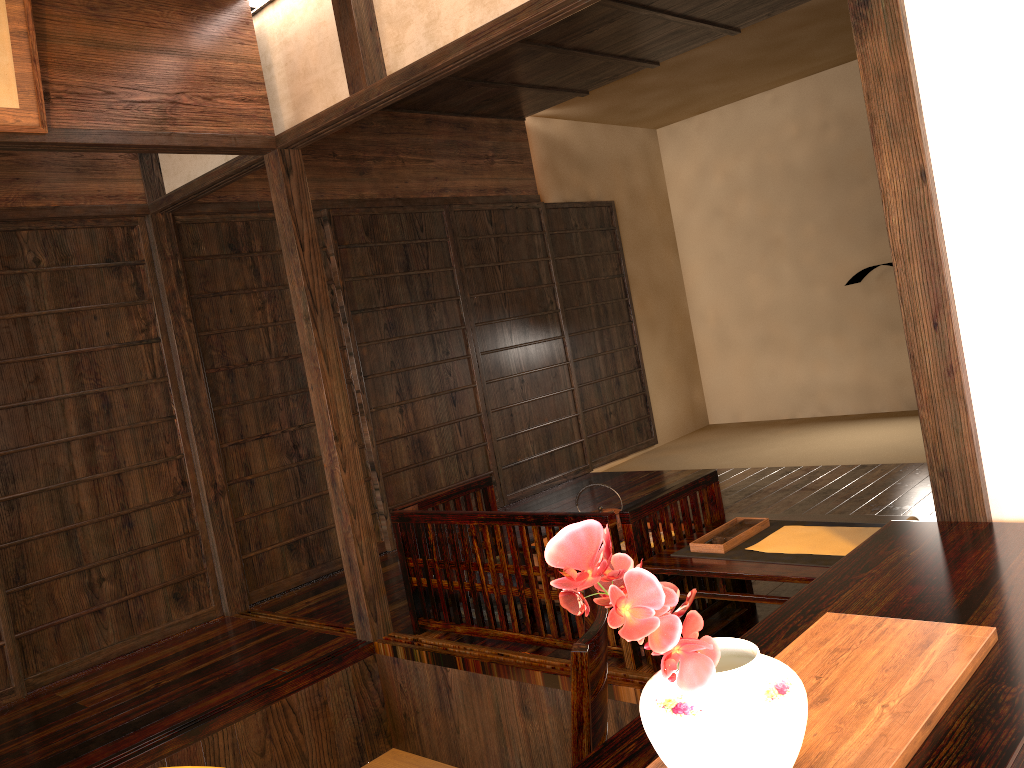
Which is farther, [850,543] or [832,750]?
[850,543]

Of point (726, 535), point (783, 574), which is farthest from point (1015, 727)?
point (726, 535)

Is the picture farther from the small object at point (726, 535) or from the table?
the small object at point (726, 535)

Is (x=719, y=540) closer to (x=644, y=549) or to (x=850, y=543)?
(x=644, y=549)

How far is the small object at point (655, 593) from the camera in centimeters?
87cm

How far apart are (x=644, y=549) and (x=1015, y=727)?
1.8m

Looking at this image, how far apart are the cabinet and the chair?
0.3m

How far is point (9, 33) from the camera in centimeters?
275cm

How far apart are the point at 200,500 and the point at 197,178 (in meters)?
1.56

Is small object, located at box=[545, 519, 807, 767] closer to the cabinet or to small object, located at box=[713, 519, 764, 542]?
the cabinet
